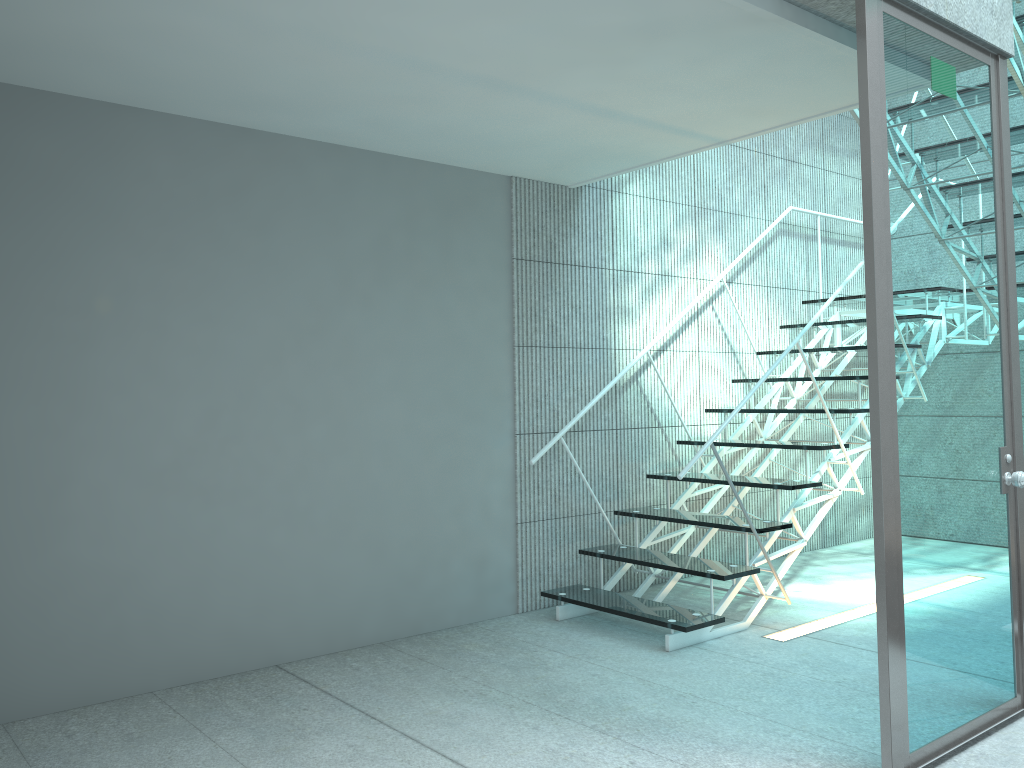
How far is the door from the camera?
2.3m

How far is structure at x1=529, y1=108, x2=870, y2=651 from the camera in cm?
351

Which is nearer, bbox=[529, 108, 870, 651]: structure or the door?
the door

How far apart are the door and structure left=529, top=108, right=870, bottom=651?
1.0m

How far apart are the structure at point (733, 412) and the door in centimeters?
95cm

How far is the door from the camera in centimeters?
228cm
